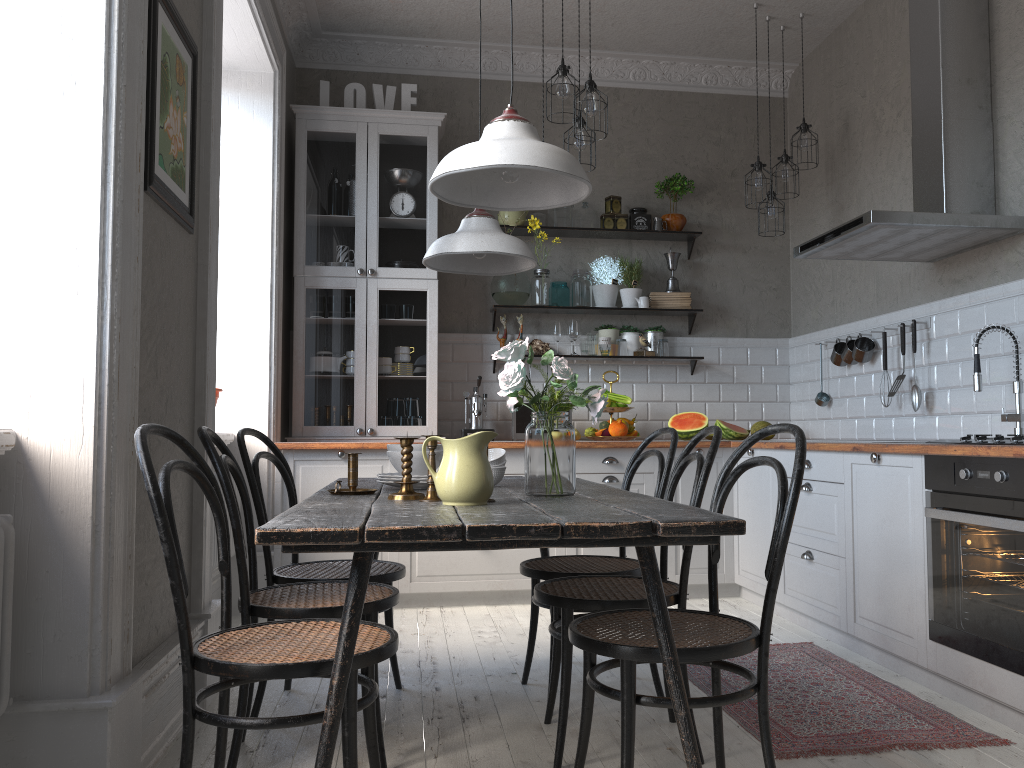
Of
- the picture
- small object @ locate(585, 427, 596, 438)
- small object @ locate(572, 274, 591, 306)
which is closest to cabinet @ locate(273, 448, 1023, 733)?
small object @ locate(585, 427, 596, 438)

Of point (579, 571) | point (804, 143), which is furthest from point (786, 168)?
point (579, 571)

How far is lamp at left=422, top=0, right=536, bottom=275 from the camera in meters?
2.8

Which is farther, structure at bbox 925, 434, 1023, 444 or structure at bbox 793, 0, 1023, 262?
structure at bbox 793, 0, 1023, 262

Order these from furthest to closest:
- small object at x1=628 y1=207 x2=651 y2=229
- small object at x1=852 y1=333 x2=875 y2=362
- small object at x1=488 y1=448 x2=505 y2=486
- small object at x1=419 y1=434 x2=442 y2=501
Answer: small object at x1=628 y1=207 x2=651 y2=229
small object at x1=852 y1=333 x2=875 y2=362
small object at x1=488 y1=448 x2=505 y2=486
small object at x1=419 y1=434 x2=442 y2=501

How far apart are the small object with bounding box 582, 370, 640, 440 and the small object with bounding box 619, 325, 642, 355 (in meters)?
0.48

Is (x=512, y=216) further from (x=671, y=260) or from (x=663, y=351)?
(x=663, y=351)

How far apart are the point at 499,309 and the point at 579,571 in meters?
2.8 m

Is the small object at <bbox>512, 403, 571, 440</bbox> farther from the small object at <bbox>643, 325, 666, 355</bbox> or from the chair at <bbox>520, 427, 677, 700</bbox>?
the chair at <bbox>520, 427, 677, 700</bbox>

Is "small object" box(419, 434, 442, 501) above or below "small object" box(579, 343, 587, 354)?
below
